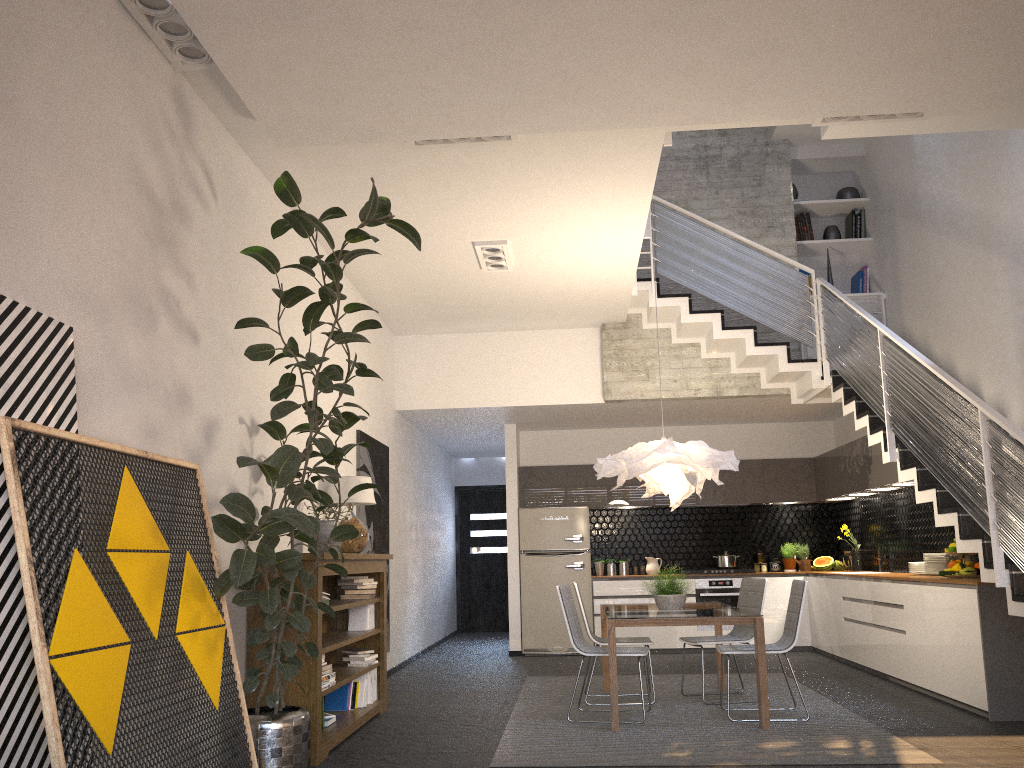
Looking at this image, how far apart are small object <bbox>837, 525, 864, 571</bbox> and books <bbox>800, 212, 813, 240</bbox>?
3.5 meters

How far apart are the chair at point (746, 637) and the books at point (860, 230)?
4.53m

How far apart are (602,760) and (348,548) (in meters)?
2.57

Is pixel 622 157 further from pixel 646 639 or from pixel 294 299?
pixel 646 639

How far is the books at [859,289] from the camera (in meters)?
9.57

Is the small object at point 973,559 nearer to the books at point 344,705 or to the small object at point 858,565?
the small object at point 858,565

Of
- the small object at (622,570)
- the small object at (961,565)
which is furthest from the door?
the small object at (961,565)

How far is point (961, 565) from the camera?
6.6m

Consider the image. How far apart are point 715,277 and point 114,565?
6.4 meters

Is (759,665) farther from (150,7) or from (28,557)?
(150,7)
